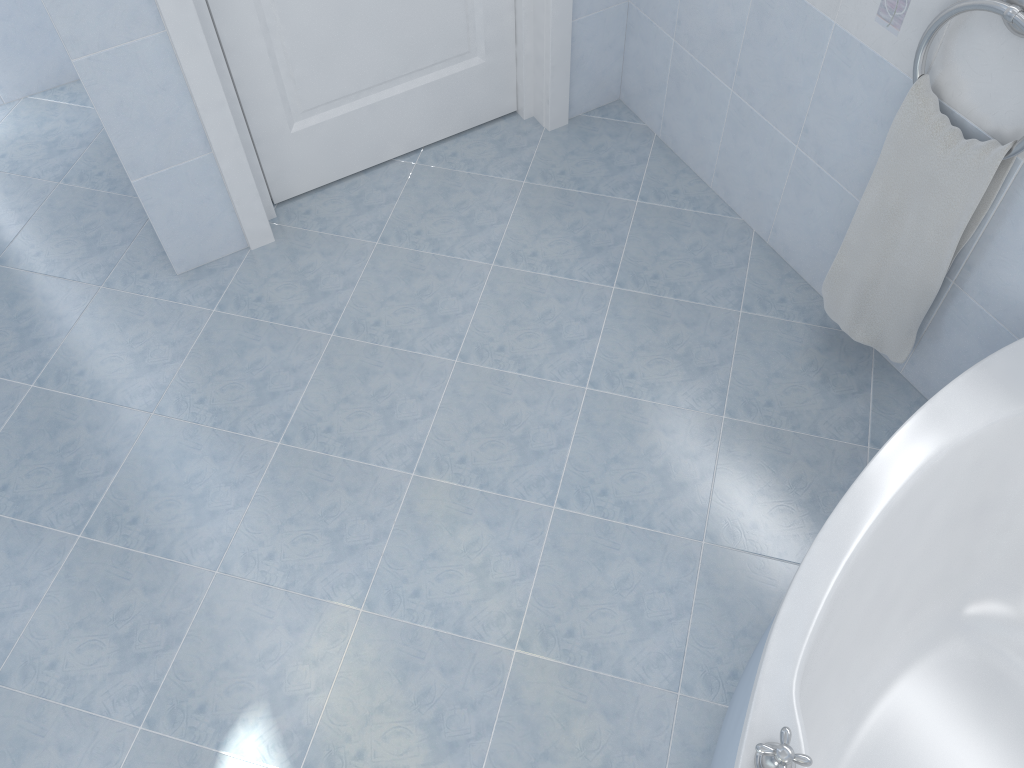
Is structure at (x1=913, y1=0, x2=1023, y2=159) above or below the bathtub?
above

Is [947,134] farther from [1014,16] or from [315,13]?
[315,13]

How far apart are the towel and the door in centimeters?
114cm

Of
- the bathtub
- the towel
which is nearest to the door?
the towel

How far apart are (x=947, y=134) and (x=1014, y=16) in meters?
0.3 m

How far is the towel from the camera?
1.7 meters

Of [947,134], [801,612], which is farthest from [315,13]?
[801,612]

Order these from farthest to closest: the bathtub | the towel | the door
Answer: the door
the towel
the bathtub

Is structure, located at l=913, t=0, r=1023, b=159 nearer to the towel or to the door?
the towel

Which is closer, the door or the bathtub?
the bathtub
